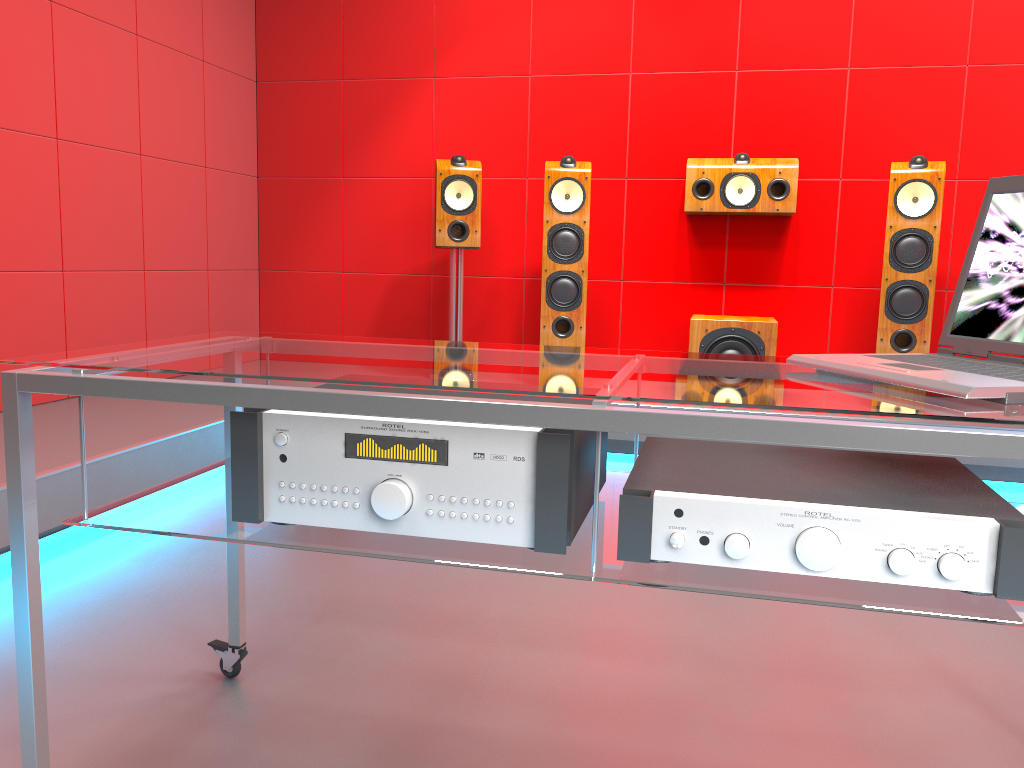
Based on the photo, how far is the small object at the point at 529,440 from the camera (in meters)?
1.04

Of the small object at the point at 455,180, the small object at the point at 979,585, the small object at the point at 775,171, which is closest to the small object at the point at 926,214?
the small object at the point at 775,171

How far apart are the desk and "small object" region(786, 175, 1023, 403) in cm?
1

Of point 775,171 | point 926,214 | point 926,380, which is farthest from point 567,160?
point 926,380

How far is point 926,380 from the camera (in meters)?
1.03

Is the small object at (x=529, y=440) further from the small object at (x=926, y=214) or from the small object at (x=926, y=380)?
the small object at (x=926, y=214)

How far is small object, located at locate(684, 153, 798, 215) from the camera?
4.0 meters

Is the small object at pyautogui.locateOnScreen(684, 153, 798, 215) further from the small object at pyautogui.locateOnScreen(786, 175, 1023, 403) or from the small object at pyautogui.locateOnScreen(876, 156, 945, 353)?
the small object at pyautogui.locateOnScreen(786, 175, 1023, 403)

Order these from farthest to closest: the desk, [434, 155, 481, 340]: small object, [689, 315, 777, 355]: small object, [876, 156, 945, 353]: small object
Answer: [434, 155, 481, 340]: small object
[689, 315, 777, 355]: small object
[876, 156, 945, 353]: small object
the desk

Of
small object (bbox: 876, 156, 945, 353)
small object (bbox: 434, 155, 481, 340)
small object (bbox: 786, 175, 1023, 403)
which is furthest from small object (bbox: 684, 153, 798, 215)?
small object (bbox: 786, 175, 1023, 403)
